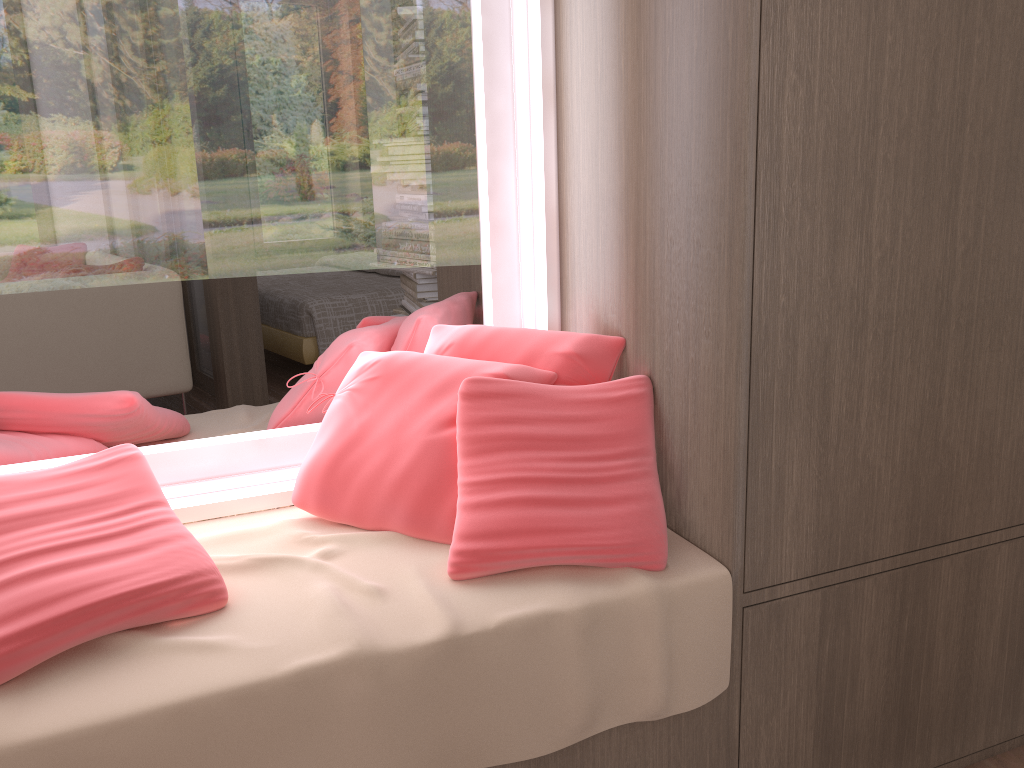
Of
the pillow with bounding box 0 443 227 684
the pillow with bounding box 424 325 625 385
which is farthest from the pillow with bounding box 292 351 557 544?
the pillow with bounding box 0 443 227 684

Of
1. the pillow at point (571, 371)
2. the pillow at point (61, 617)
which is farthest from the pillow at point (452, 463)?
the pillow at point (61, 617)

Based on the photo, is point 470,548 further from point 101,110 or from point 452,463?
point 101,110

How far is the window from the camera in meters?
1.6

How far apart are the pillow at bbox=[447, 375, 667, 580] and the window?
0.36m

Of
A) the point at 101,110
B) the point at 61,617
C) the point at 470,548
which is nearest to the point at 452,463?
the point at 470,548

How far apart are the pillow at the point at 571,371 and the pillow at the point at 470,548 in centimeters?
8cm

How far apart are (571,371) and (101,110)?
0.95m

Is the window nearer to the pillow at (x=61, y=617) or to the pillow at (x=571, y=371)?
the pillow at (x=571, y=371)

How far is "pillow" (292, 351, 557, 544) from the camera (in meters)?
1.48
